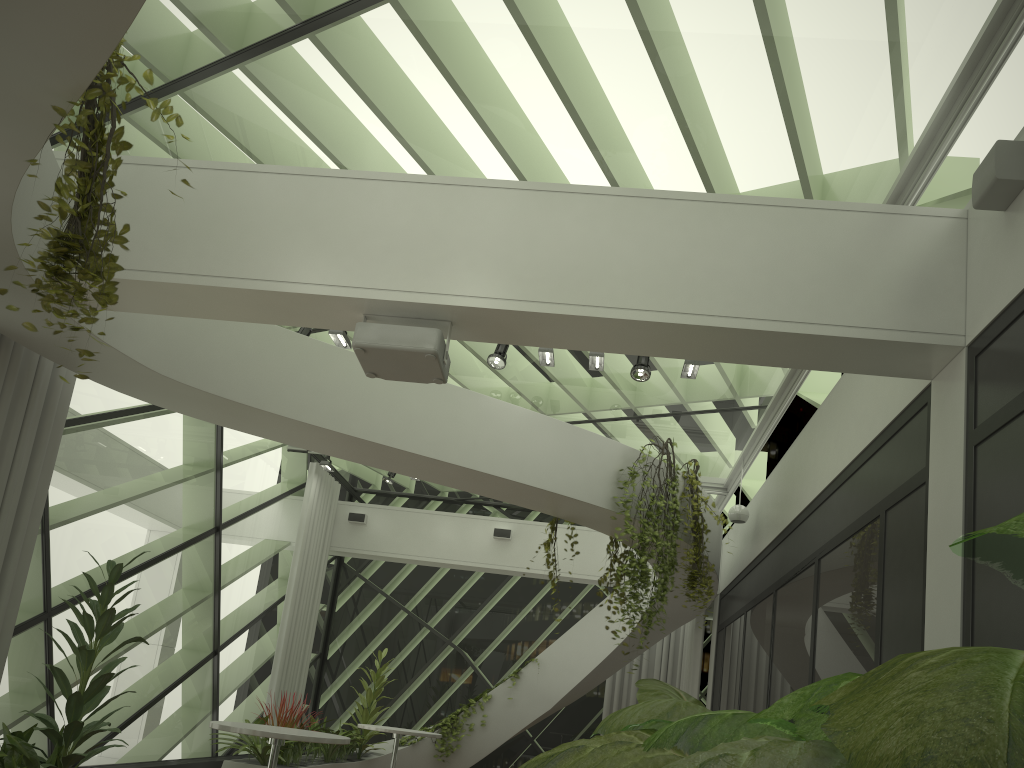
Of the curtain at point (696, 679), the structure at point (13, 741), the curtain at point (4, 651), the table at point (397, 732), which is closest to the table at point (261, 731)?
the structure at point (13, 741)

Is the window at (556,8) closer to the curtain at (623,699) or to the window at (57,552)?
the window at (57,552)

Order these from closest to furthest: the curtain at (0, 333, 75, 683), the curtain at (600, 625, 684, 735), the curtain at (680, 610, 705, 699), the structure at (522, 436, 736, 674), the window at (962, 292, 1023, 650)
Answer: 1. the window at (962, 292, 1023, 650)
2. the curtain at (0, 333, 75, 683)
3. the structure at (522, 436, 736, 674)
4. the curtain at (680, 610, 705, 699)
5. the curtain at (600, 625, 684, 735)

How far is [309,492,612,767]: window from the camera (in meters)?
12.62

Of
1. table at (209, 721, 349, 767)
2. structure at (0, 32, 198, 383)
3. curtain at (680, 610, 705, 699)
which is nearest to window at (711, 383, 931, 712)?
curtain at (680, 610, 705, 699)

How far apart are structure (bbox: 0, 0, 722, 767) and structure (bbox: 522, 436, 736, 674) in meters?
0.1

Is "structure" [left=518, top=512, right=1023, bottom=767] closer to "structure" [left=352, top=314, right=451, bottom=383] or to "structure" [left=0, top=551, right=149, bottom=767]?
"structure" [left=352, top=314, right=451, bottom=383]

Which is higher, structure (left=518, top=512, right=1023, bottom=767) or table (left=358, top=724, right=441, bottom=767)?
structure (left=518, top=512, right=1023, bottom=767)

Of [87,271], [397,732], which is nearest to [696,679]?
[397,732]

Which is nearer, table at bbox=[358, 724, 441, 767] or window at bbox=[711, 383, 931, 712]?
window at bbox=[711, 383, 931, 712]
